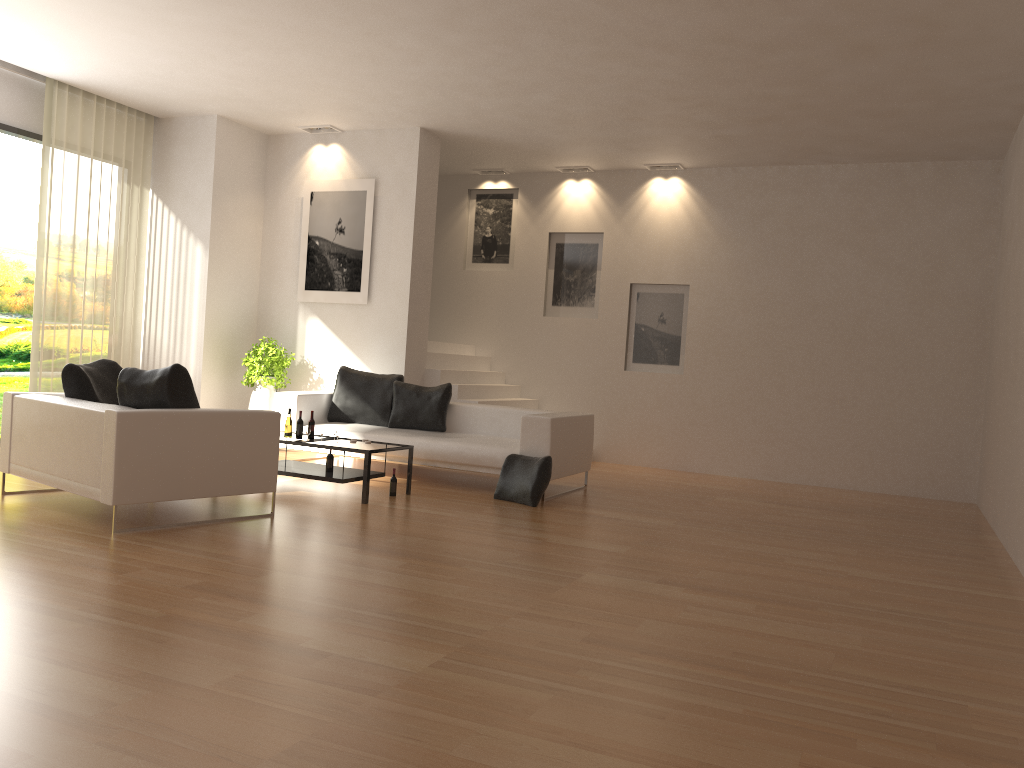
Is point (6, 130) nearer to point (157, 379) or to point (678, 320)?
point (157, 379)

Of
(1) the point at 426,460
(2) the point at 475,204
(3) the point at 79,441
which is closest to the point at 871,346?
(1) the point at 426,460

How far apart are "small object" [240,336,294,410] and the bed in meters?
1.0

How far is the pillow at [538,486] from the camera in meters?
7.5 m

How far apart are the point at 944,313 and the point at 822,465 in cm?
216

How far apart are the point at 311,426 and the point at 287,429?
0.20m

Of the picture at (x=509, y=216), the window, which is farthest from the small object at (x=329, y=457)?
the picture at (x=509, y=216)

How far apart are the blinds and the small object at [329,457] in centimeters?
369cm

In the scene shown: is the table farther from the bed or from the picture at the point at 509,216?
the picture at the point at 509,216

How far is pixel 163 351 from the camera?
10.3m
